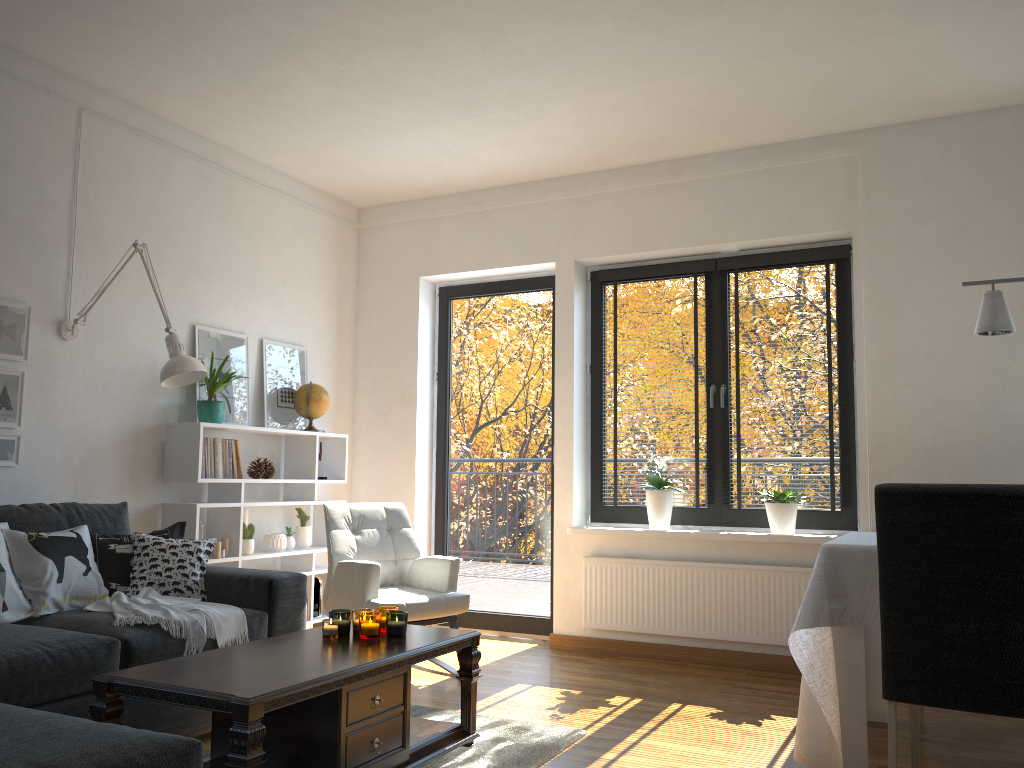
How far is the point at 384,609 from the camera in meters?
3.1

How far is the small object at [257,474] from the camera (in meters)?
4.83

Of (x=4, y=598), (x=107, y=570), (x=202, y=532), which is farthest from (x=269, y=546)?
(x=4, y=598)

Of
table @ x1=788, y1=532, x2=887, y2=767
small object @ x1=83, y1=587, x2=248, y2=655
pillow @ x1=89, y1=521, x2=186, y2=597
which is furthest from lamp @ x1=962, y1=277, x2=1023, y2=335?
pillow @ x1=89, y1=521, x2=186, y2=597

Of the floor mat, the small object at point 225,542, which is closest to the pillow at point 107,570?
the small object at point 225,542

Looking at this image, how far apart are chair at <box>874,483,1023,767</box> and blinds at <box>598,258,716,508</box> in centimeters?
217cm

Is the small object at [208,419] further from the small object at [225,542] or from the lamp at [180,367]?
the small object at [225,542]

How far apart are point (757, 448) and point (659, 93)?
2.0 meters

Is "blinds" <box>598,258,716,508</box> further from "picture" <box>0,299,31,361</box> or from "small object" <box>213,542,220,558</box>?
"picture" <box>0,299,31,361</box>

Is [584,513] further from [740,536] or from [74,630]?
[74,630]
